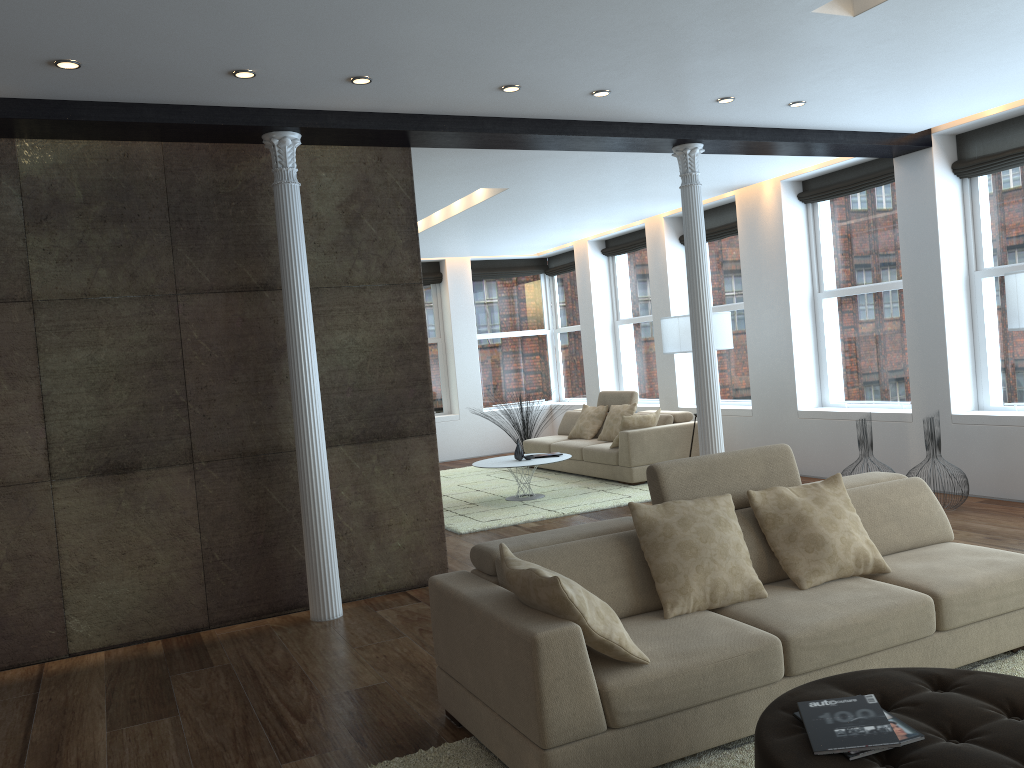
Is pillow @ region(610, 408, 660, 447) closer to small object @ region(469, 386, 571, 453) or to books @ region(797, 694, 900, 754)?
small object @ region(469, 386, 571, 453)

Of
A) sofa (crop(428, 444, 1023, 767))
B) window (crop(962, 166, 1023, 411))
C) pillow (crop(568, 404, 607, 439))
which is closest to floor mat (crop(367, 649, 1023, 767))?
sofa (crop(428, 444, 1023, 767))

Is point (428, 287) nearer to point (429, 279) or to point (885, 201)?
point (429, 279)

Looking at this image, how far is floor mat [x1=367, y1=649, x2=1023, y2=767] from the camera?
3.06m

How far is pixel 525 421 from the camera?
11.8m

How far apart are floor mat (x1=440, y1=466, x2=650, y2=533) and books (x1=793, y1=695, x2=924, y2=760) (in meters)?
5.18

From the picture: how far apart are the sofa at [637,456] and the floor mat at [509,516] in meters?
0.1

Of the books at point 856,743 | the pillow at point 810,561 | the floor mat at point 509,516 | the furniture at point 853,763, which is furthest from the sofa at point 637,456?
the books at point 856,743

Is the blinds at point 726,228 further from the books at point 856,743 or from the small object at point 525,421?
the books at point 856,743

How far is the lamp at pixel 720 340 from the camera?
8.6m
